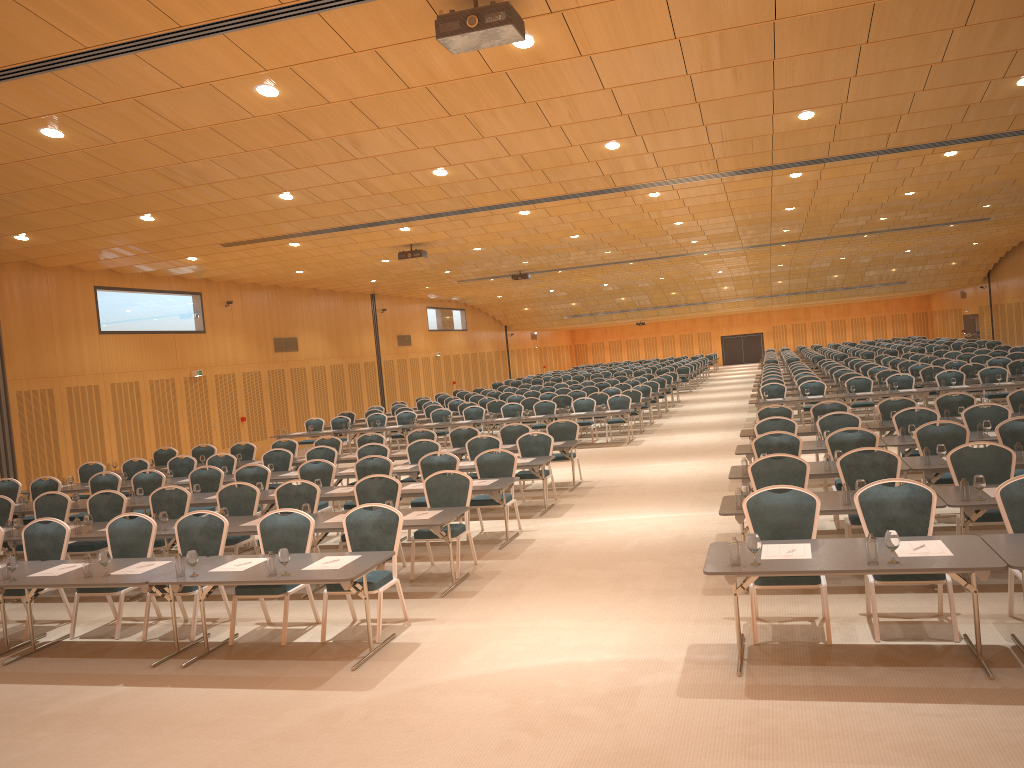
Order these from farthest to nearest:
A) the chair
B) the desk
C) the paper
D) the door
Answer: the door < the chair < the paper < the desk

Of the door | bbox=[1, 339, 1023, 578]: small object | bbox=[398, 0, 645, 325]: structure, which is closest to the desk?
bbox=[1, 339, 1023, 578]: small object

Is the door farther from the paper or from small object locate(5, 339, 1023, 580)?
the paper

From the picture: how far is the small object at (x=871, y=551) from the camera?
5.9m

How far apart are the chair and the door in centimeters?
566cm

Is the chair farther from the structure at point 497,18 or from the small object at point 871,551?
the structure at point 497,18

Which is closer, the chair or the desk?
the desk

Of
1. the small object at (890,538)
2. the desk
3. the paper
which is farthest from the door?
the paper

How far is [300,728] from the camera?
5.97m

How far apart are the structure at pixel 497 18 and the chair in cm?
389
